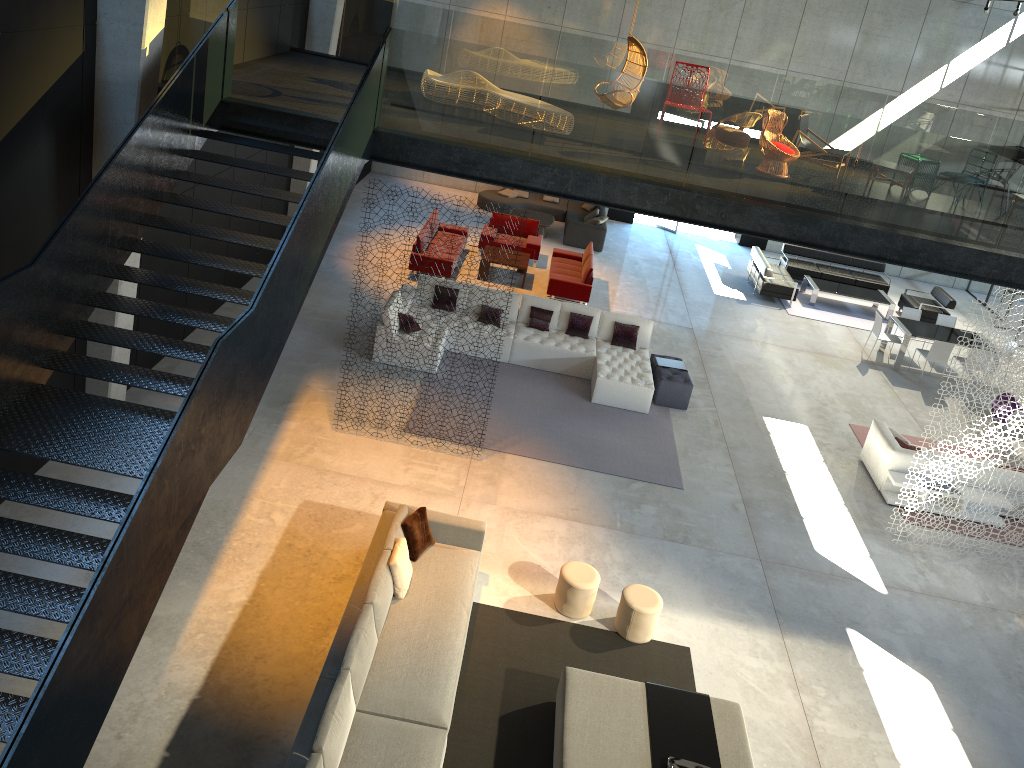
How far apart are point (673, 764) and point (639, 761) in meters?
0.3

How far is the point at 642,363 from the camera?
13.6 meters

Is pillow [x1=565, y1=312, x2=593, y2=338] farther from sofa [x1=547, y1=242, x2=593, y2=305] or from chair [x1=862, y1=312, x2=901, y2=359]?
chair [x1=862, y1=312, x2=901, y2=359]

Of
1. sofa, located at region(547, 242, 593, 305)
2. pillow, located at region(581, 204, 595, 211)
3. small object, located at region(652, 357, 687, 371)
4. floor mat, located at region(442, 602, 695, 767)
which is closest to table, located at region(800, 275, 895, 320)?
sofa, located at region(547, 242, 593, 305)

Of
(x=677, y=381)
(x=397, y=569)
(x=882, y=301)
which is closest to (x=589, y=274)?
(x=677, y=381)

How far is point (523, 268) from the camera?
16.6 meters

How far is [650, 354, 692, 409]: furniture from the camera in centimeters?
1322cm

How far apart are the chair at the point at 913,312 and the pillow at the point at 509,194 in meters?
9.4 m

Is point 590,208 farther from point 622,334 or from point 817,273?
point 622,334

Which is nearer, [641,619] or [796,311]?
[641,619]
